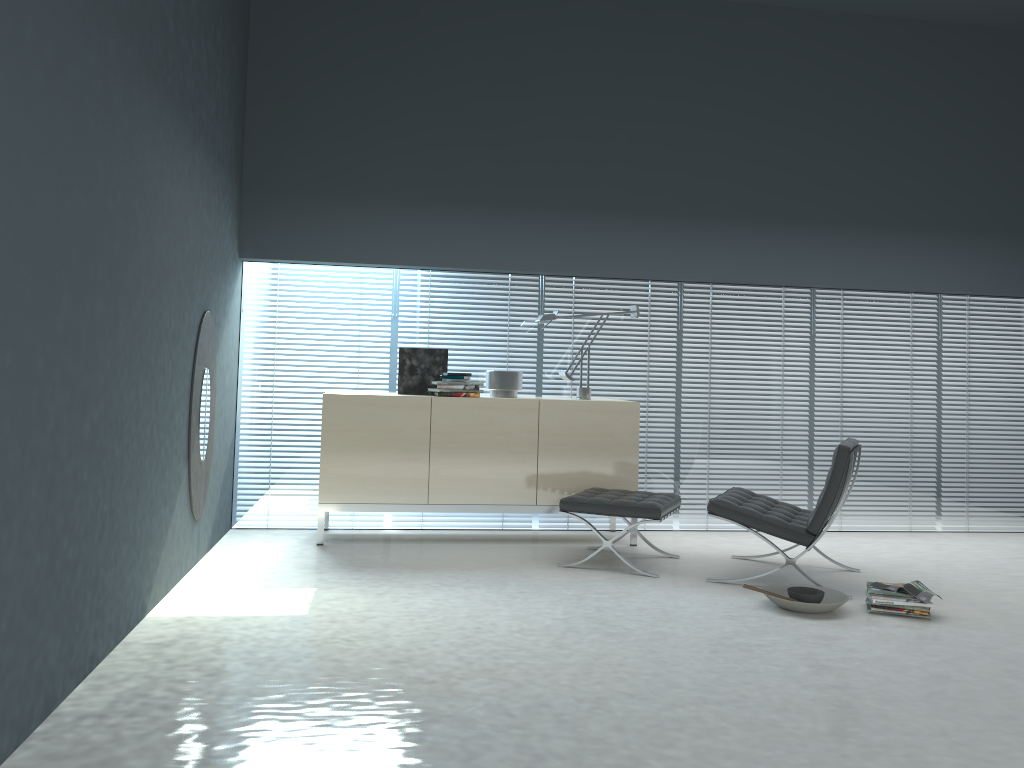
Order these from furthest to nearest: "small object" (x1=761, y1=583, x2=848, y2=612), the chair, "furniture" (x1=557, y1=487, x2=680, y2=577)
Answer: "furniture" (x1=557, y1=487, x2=680, y2=577)
the chair
"small object" (x1=761, y1=583, x2=848, y2=612)

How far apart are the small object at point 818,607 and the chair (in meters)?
0.18

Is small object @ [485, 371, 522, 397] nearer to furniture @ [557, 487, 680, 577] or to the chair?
furniture @ [557, 487, 680, 577]

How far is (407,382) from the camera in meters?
5.7 m

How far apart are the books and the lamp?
2.2m

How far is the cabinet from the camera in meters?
5.3

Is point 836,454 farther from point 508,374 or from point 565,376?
point 508,374

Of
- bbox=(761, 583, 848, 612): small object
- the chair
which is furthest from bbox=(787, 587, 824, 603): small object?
the chair

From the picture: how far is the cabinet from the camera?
5.3m

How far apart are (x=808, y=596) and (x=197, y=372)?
3.12m
